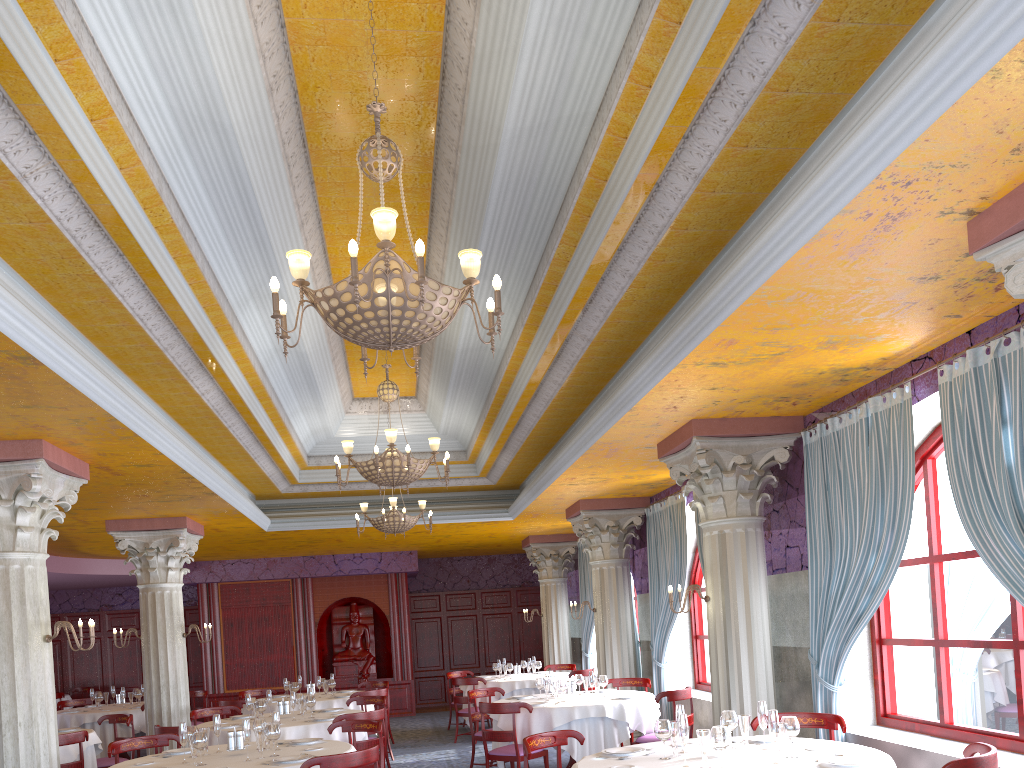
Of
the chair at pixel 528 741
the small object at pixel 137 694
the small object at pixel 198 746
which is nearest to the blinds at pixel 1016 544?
the chair at pixel 528 741

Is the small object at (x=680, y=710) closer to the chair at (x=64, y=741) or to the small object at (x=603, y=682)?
the small object at (x=603, y=682)

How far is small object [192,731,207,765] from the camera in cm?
629

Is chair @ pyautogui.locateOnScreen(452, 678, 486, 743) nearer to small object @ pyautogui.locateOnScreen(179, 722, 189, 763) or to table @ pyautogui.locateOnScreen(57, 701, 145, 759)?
table @ pyautogui.locateOnScreen(57, 701, 145, 759)

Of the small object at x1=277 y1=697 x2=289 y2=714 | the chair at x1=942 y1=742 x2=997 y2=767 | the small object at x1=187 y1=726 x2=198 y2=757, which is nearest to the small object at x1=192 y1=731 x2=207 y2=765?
the small object at x1=187 y1=726 x2=198 y2=757

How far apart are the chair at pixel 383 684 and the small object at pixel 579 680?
4.7m

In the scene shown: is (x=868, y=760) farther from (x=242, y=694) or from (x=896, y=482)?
(x=242, y=694)

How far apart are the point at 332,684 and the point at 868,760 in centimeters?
938cm

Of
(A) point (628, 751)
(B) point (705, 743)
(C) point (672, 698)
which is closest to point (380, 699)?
(C) point (672, 698)

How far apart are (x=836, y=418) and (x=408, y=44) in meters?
4.5
